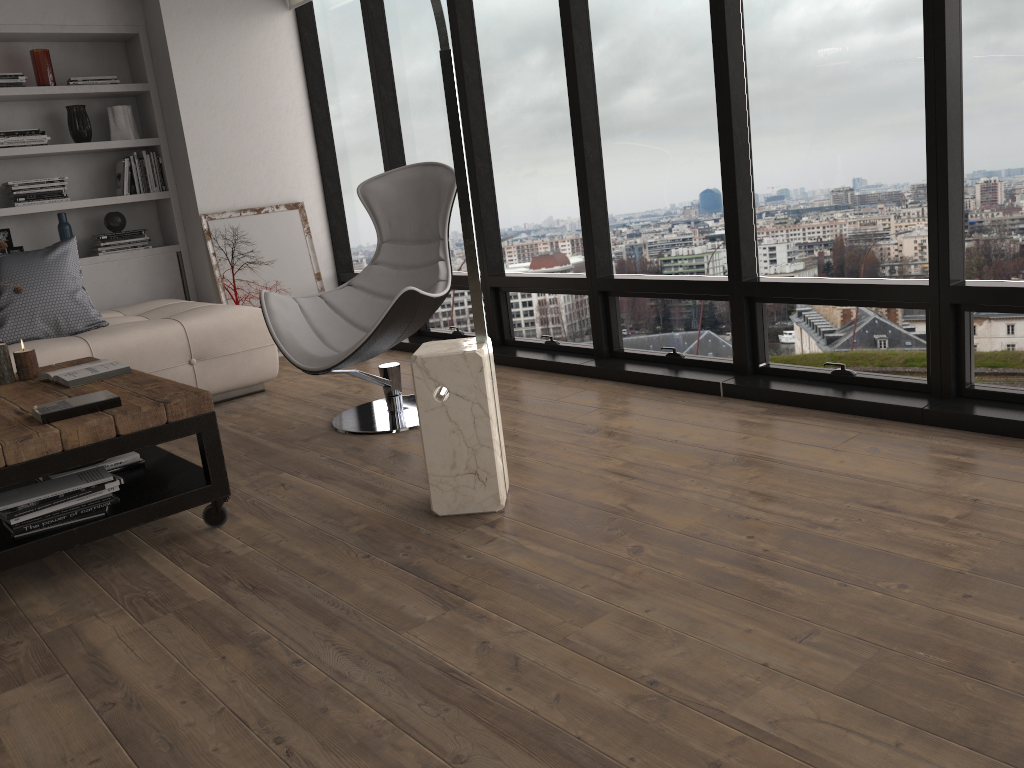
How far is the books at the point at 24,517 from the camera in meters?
2.5 m

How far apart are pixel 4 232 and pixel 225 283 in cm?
129

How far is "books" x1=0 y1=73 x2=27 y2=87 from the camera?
5.1m

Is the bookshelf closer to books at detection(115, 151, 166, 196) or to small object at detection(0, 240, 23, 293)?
books at detection(115, 151, 166, 196)

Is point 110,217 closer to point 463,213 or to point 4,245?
point 4,245

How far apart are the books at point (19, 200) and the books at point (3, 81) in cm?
56

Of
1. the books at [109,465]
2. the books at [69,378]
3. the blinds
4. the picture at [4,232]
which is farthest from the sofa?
the blinds

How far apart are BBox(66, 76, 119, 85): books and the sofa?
1.4 meters

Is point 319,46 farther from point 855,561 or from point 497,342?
point 855,561

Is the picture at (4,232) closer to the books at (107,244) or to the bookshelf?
the bookshelf
